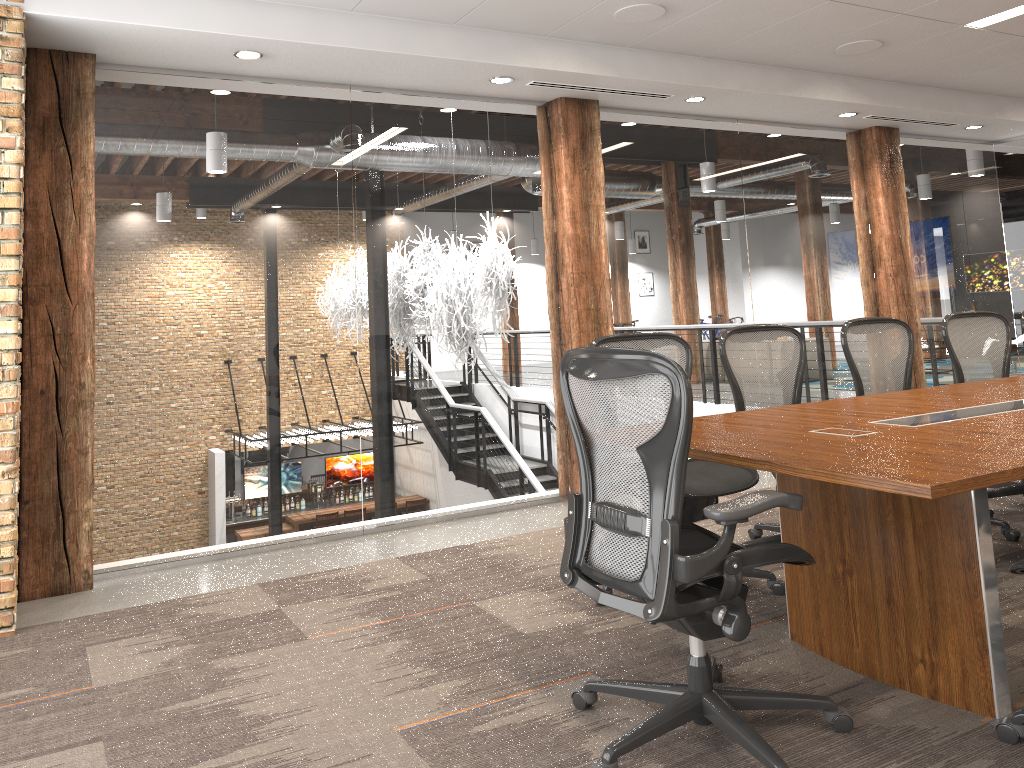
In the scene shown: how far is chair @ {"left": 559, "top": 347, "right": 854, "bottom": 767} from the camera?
2.3m

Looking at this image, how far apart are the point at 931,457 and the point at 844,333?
2.4 meters

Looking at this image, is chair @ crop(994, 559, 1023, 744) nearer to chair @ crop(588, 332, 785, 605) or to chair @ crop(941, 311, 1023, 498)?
chair @ crop(588, 332, 785, 605)

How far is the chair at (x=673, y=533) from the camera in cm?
226

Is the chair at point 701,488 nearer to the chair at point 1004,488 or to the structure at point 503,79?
the chair at point 1004,488

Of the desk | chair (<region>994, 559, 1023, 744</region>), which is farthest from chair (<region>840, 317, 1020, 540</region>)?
chair (<region>994, 559, 1023, 744</region>)

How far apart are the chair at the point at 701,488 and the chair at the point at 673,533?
0.66m

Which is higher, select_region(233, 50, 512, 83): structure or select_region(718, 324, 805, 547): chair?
select_region(233, 50, 512, 83): structure

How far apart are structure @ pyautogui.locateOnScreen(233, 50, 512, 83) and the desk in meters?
2.7 m

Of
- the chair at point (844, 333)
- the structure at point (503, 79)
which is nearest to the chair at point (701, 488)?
the chair at point (844, 333)
